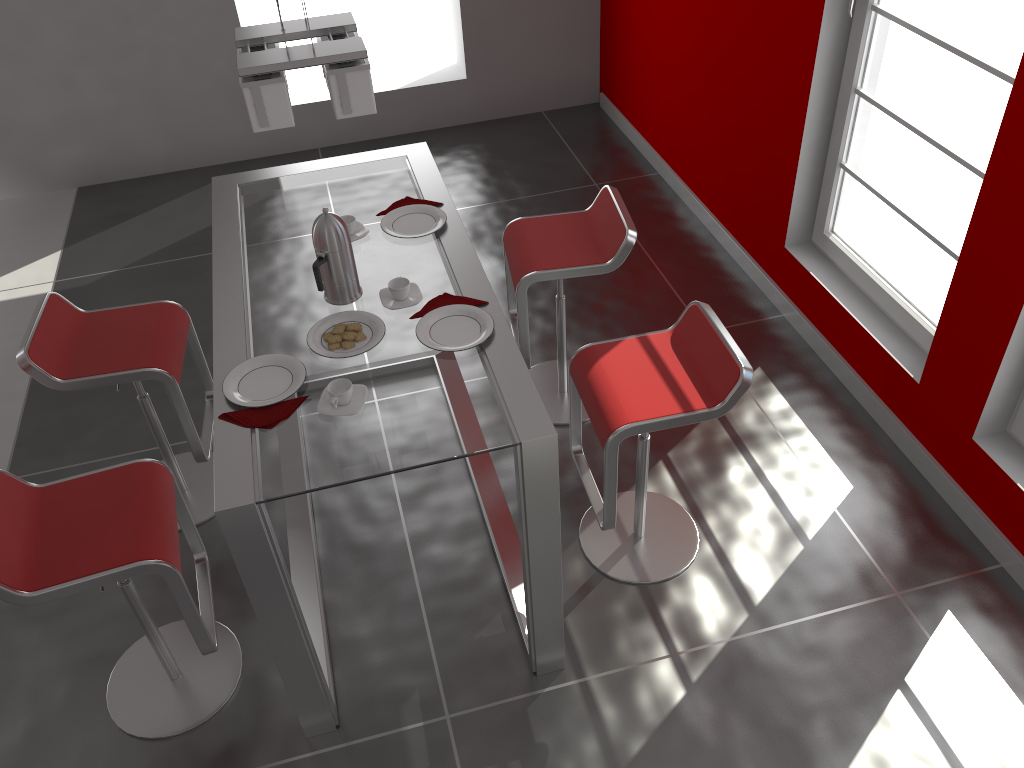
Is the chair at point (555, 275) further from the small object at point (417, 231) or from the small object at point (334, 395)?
the small object at point (334, 395)

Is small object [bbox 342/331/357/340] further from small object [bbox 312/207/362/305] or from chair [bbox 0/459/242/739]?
chair [bbox 0/459/242/739]

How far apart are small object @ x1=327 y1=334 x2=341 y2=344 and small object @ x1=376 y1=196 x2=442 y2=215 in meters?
0.7 m

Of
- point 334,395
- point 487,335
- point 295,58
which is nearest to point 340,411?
point 334,395

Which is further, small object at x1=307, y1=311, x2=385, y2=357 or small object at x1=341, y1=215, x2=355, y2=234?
small object at x1=341, y1=215, x2=355, y2=234

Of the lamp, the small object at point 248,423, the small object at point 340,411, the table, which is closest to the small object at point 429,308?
the table

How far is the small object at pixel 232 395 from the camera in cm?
226

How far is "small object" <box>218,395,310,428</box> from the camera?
2.19m

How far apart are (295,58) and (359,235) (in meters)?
0.83

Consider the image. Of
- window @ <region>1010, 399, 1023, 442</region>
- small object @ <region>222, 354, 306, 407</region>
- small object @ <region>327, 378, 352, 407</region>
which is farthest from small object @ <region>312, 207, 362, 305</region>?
window @ <region>1010, 399, 1023, 442</region>
